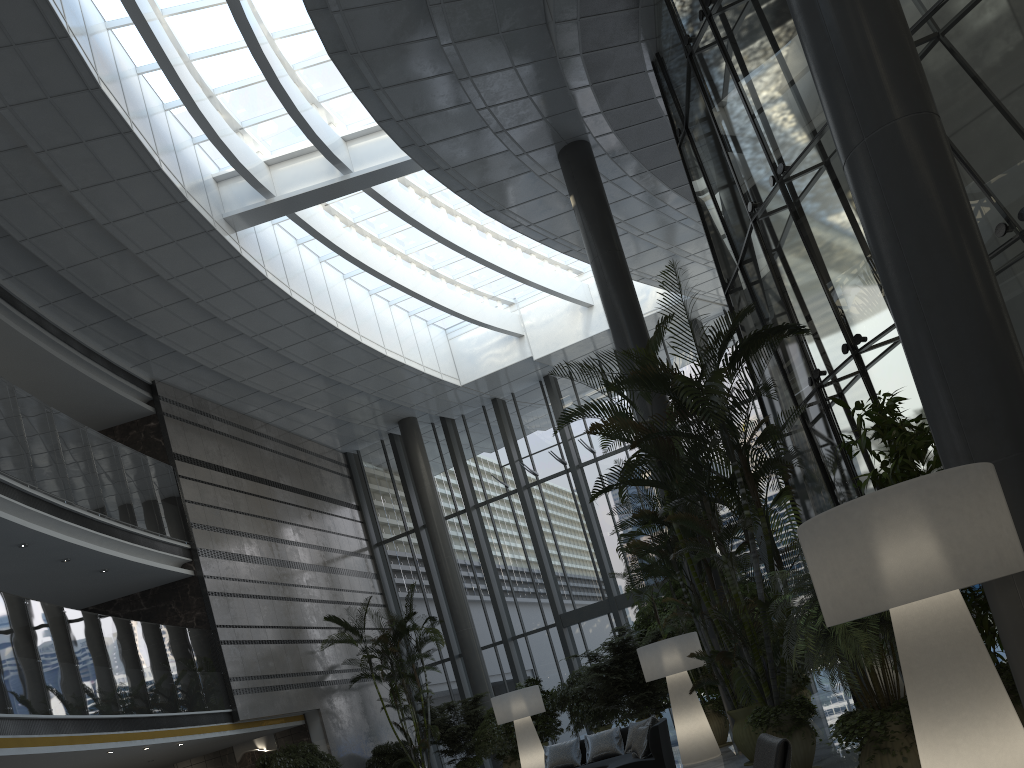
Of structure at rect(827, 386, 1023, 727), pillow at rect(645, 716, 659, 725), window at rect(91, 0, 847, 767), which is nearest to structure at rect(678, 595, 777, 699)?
pillow at rect(645, 716, 659, 725)

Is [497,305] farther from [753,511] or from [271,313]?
[753,511]

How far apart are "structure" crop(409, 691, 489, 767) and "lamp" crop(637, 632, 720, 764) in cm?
709

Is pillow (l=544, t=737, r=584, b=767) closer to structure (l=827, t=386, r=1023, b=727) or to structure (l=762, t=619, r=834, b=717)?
structure (l=762, t=619, r=834, b=717)

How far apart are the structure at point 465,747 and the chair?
13.0m

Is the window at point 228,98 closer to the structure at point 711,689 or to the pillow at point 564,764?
the structure at point 711,689

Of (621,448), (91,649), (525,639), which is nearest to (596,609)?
(525,639)

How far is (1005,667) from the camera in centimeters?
495cm

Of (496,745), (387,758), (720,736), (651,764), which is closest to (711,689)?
(720,736)

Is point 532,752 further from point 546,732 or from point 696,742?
point 696,742
